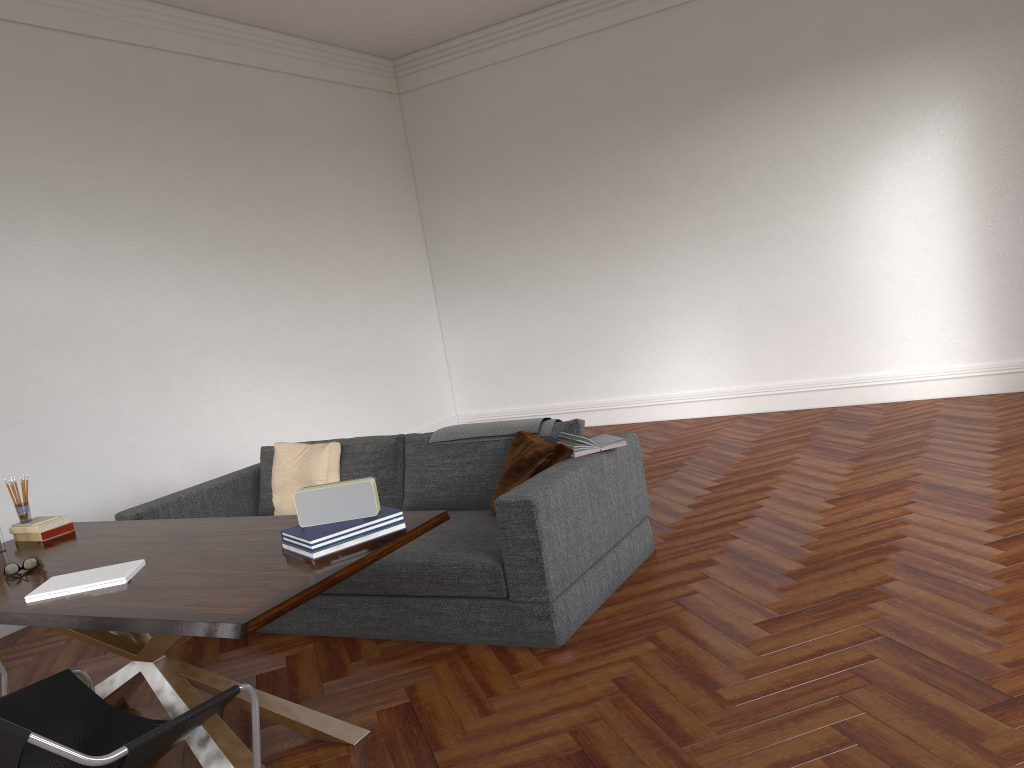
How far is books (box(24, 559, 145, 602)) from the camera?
2.9m

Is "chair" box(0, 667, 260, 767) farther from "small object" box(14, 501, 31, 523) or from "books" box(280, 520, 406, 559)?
"small object" box(14, 501, 31, 523)

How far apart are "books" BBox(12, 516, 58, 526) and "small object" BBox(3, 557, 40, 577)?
0.6 meters

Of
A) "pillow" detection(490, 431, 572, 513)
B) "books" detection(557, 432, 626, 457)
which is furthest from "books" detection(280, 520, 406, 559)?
"books" detection(557, 432, 626, 457)

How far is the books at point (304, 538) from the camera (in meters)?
2.85

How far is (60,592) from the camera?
2.89m

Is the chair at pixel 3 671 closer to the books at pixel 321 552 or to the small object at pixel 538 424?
the books at pixel 321 552

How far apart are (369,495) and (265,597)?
0.59m

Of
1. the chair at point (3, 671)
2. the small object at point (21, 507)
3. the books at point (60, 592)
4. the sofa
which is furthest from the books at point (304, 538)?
the small object at point (21, 507)

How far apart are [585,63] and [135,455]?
5.3m
